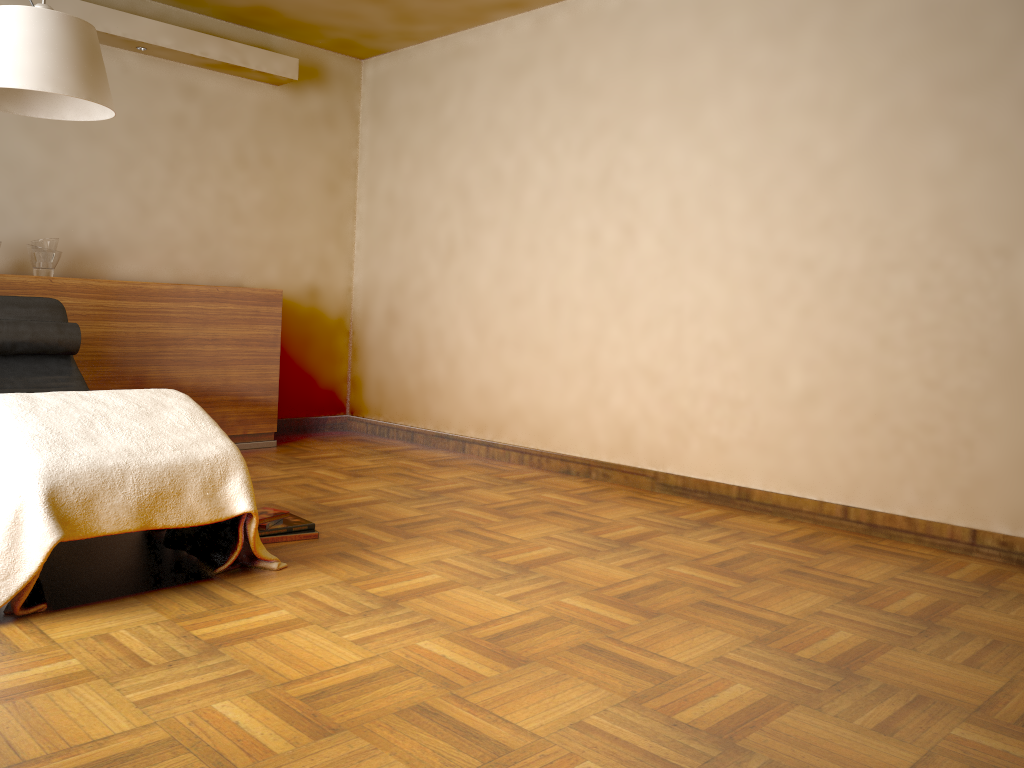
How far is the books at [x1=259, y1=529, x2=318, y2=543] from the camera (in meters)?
3.03

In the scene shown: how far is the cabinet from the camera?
4.3m

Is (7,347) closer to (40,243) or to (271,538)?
(40,243)

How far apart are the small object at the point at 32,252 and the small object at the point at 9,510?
1.85m

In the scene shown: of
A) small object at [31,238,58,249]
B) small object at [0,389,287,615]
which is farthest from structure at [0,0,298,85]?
small object at [0,389,287,615]

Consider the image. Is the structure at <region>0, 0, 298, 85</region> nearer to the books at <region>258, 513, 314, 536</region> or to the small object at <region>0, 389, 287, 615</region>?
the small object at <region>0, 389, 287, 615</region>

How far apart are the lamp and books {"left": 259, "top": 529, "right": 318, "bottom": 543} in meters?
1.5

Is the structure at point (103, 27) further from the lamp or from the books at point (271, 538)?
the books at point (271, 538)

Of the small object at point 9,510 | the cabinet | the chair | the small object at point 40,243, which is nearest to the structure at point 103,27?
the small object at point 40,243

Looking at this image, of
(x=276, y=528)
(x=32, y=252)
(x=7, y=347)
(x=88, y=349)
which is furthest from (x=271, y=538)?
(x=32, y=252)
